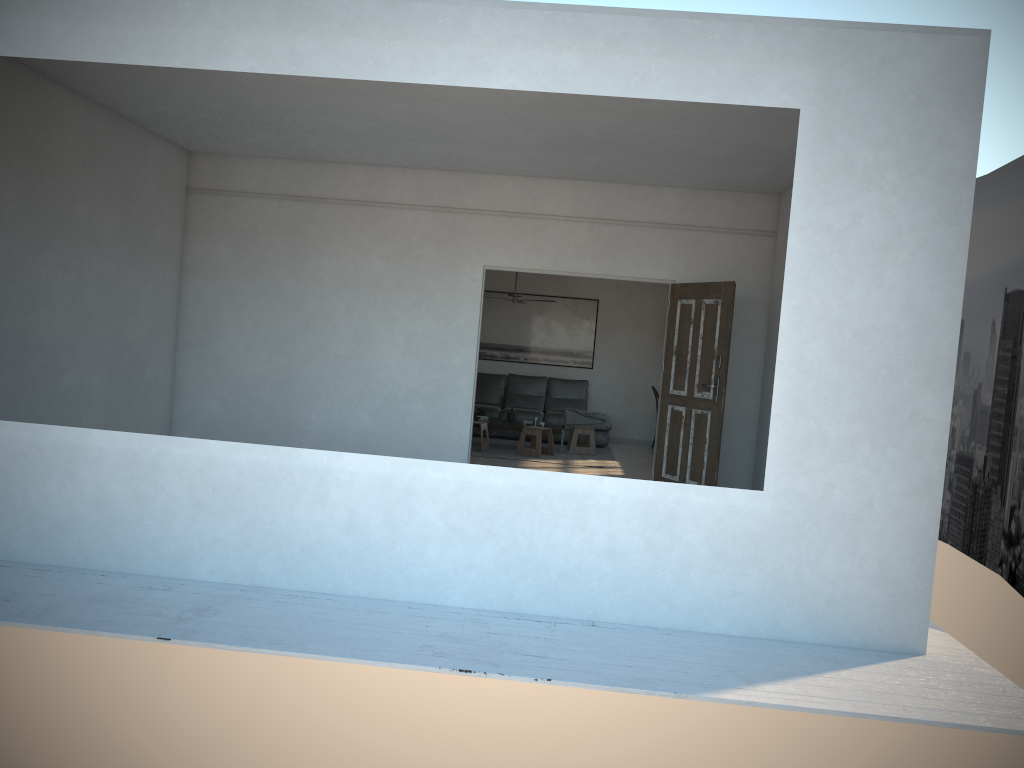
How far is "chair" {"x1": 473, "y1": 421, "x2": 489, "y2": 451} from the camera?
10.8m

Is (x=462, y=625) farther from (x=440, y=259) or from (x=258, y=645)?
(x=440, y=259)

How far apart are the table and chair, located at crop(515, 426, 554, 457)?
0.20m

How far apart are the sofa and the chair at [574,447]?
0.6 meters

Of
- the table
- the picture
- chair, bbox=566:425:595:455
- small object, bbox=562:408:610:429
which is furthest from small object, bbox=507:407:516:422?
the picture

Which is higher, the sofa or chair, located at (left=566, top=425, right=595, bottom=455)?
the sofa

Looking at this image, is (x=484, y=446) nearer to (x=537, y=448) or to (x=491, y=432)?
(x=537, y=448)

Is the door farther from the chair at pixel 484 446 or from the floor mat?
the chair at pixel 484 446

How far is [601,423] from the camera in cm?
1209

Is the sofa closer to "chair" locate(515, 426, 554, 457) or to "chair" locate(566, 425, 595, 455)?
"chair" locate(566, 425, 595, 455)
